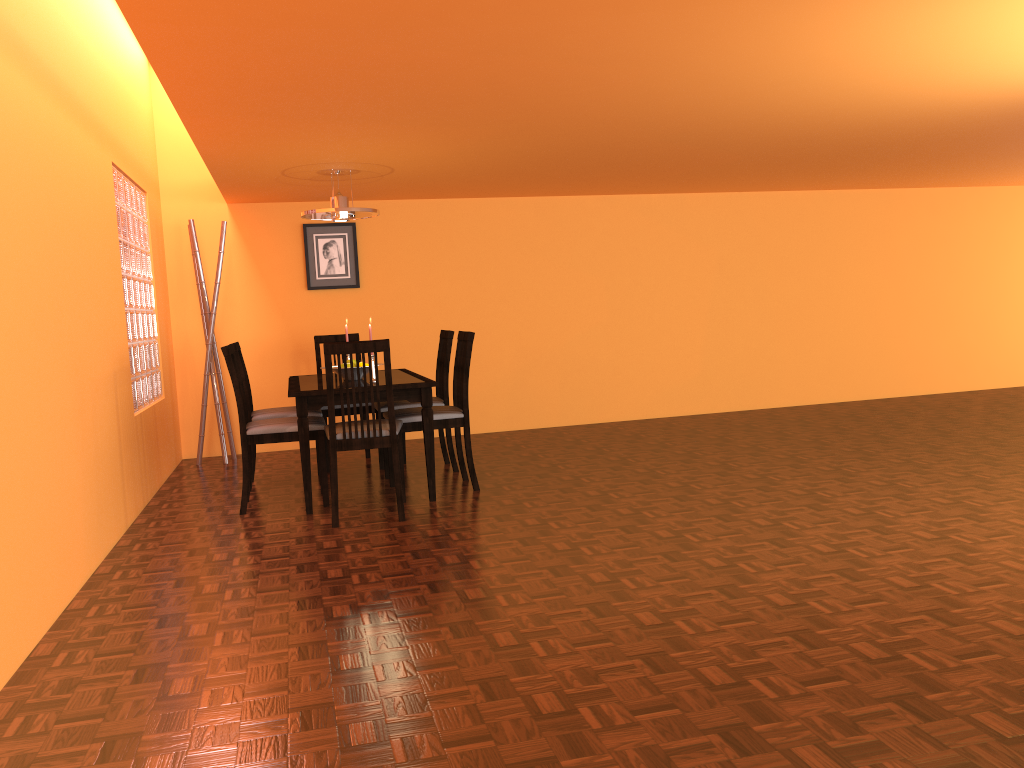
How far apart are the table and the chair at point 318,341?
0.3 meters

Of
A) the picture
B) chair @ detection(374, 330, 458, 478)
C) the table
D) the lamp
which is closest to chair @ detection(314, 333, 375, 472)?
the table

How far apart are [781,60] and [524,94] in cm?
94

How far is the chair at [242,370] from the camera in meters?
4.7 m

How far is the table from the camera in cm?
407

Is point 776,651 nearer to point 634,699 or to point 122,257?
point 634,699

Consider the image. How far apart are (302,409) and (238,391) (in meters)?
0.35

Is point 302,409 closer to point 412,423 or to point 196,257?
point 412,423

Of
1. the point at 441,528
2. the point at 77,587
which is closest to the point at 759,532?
the point at 441,528

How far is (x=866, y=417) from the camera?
6.3m
